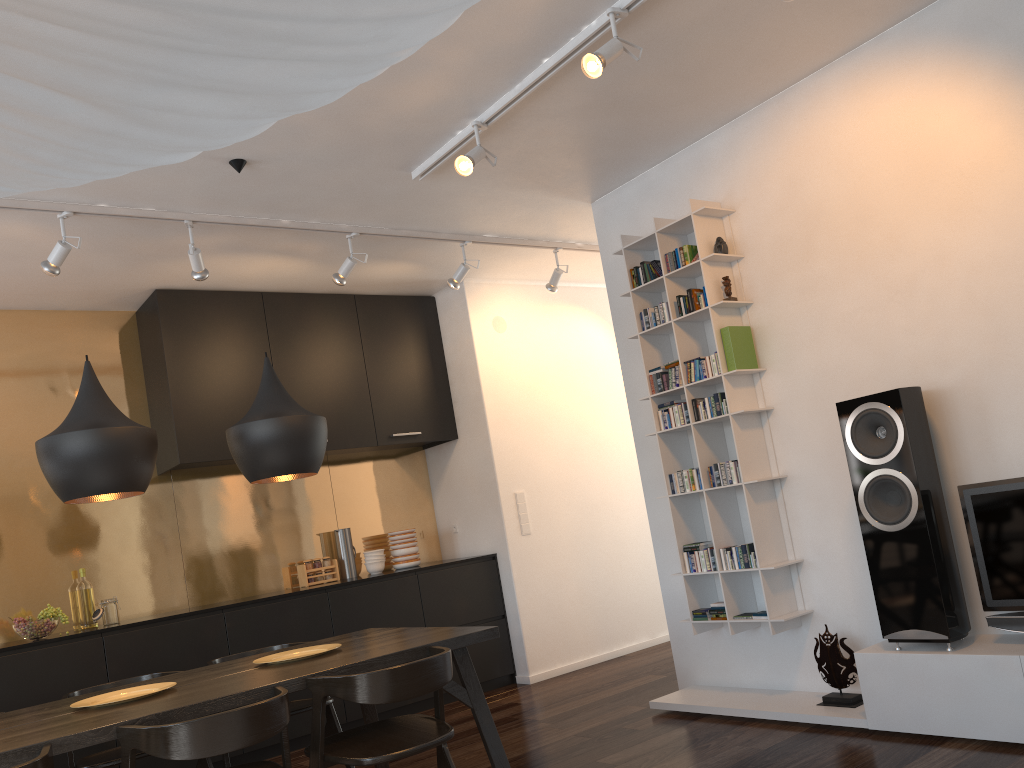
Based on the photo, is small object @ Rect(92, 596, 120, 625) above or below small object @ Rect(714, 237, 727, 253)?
below

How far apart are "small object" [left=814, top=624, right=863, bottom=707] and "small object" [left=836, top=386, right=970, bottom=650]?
0.36m

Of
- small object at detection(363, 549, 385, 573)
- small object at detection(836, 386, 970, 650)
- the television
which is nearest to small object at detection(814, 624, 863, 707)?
small object at detection(836, 386, 970, 650)

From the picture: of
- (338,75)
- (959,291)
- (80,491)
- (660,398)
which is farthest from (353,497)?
(338,75)

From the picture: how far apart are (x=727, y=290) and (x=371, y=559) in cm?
309

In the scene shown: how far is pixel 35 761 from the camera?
2.25m

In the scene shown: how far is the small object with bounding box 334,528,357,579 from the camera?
5.9 meters

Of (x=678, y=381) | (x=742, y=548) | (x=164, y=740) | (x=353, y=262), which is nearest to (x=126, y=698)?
(x=164, y=740)

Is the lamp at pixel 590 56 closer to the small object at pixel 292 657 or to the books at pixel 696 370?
the books at pixel 696 370

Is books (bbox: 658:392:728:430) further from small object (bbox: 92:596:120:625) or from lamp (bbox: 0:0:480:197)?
lamp (bbox: 0:0:480:197)
